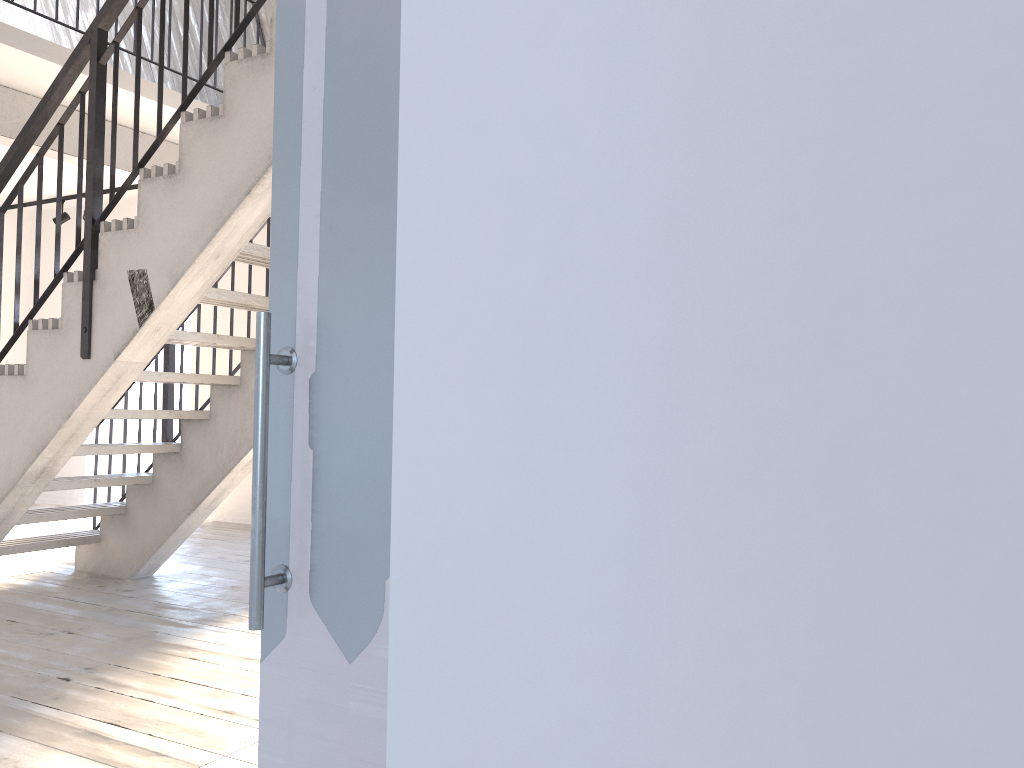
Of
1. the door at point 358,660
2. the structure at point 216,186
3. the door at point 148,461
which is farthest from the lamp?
the door at point 358,660

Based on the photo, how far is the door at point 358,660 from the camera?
1.0 meters

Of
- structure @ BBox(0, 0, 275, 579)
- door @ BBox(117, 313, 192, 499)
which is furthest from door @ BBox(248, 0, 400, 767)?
door @ BBox(117, 313, 192, 499)

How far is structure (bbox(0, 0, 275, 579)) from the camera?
3.1m

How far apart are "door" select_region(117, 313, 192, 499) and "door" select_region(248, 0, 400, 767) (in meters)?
7.92

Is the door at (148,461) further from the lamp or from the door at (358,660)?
the door at (358,660)

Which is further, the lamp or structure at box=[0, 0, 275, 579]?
the lamp

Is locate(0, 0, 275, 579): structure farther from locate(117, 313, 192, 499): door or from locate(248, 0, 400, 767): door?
locate(117, 313, 192, 499): door

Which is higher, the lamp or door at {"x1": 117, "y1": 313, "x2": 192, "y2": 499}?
the lamp

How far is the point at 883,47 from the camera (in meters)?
0.48
